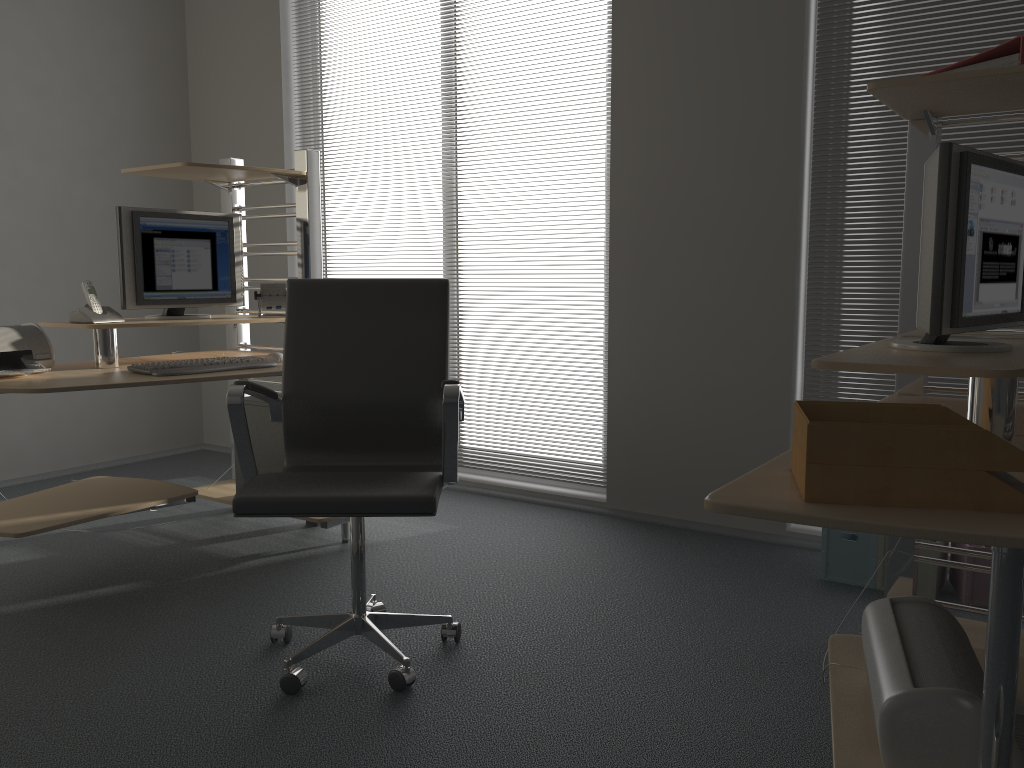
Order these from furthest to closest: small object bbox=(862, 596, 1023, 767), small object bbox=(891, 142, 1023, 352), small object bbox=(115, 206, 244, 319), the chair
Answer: small object bbox=(115, 206, 244, 319) → the chair → small object bbox=(891, 142, 1023, 352) → small object bbox=(862, 596, 1023, 767)

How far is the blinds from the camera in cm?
307

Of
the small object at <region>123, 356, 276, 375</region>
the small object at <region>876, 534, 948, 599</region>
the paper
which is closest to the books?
the paper

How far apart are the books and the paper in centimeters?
101cm

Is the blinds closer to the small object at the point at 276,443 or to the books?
the books

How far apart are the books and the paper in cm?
101

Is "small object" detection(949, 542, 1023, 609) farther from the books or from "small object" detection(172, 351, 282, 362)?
"small object" detection(172, 351, 282, 362)

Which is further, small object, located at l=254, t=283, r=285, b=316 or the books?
small object, located at l=254, t=283, r=285, b=316

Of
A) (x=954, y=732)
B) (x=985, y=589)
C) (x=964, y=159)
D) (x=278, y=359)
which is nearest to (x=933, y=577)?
(x=985, y=589)

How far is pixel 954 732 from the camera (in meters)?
1.30
